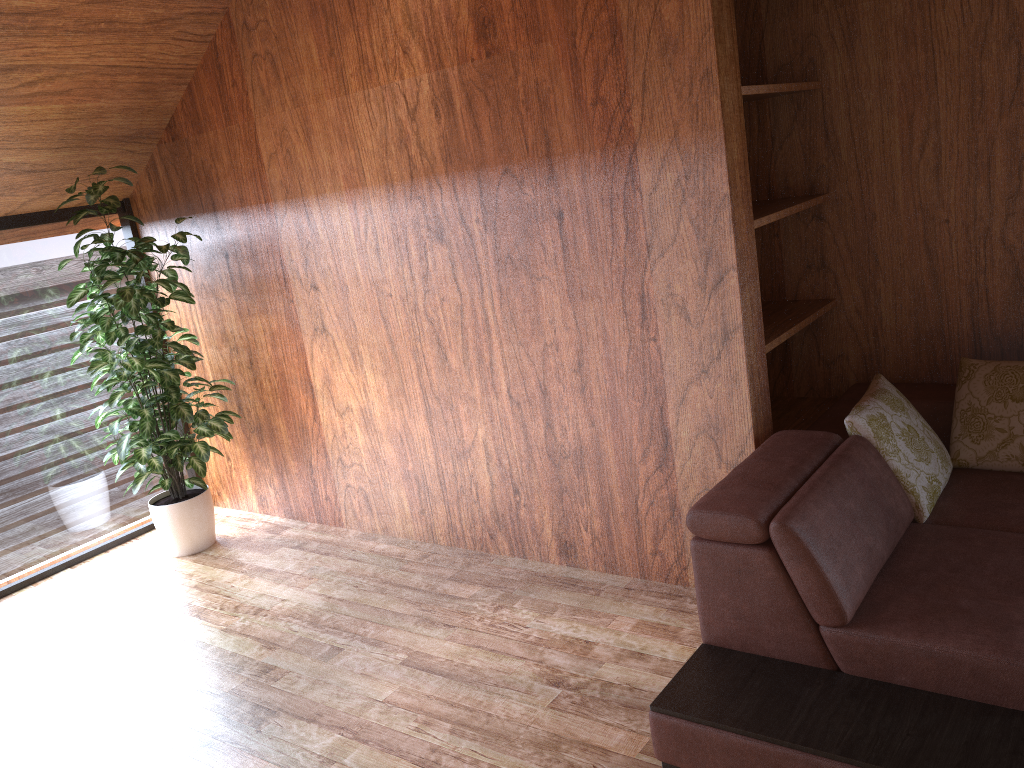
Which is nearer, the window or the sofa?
the sofa

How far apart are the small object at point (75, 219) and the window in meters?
0.2 m

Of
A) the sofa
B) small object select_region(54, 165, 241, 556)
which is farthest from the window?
the sofa

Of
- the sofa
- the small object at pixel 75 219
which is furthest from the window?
the sofa

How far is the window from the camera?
3.8 meters

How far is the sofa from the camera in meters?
1.8

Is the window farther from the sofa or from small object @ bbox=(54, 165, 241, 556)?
the sofa

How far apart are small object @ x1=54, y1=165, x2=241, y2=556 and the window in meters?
0.2

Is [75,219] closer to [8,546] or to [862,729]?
[8,546]

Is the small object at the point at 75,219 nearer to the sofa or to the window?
the window
